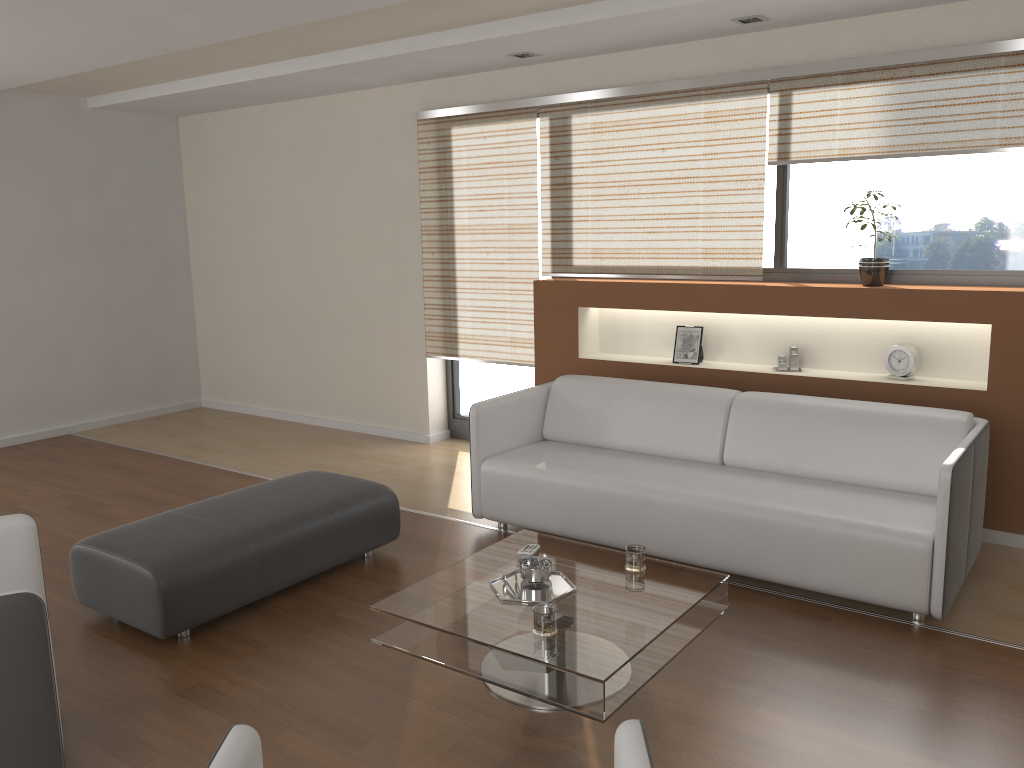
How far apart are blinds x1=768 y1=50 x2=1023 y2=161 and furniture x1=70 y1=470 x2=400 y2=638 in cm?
263

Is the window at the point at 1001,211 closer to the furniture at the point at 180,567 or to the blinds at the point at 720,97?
the blinds at the point at 720,97

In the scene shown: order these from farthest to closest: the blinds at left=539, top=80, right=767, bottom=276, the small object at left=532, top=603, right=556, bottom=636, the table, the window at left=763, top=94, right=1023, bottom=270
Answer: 1. the blinds at left=539, top=80, right=767, bottom=276
2. the window at left=763, top=94, right=1023, bottom=270
3. the small object at left=532, top=603, right=556, bottom=636
4. the table

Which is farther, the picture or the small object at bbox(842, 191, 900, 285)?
the picture

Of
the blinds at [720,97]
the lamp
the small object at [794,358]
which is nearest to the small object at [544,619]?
the small object at [794,358]

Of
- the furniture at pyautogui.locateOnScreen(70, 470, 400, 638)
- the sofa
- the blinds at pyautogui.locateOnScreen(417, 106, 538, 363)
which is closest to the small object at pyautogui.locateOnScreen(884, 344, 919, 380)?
the sofa

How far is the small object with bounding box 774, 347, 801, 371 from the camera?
4.80m

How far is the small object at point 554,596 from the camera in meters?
3.0 m

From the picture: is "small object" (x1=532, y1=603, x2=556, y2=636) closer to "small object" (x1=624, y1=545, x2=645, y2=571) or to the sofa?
"small object" (x1=624, y1=545, x2=645, y2=571)

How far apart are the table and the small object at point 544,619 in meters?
0.0
